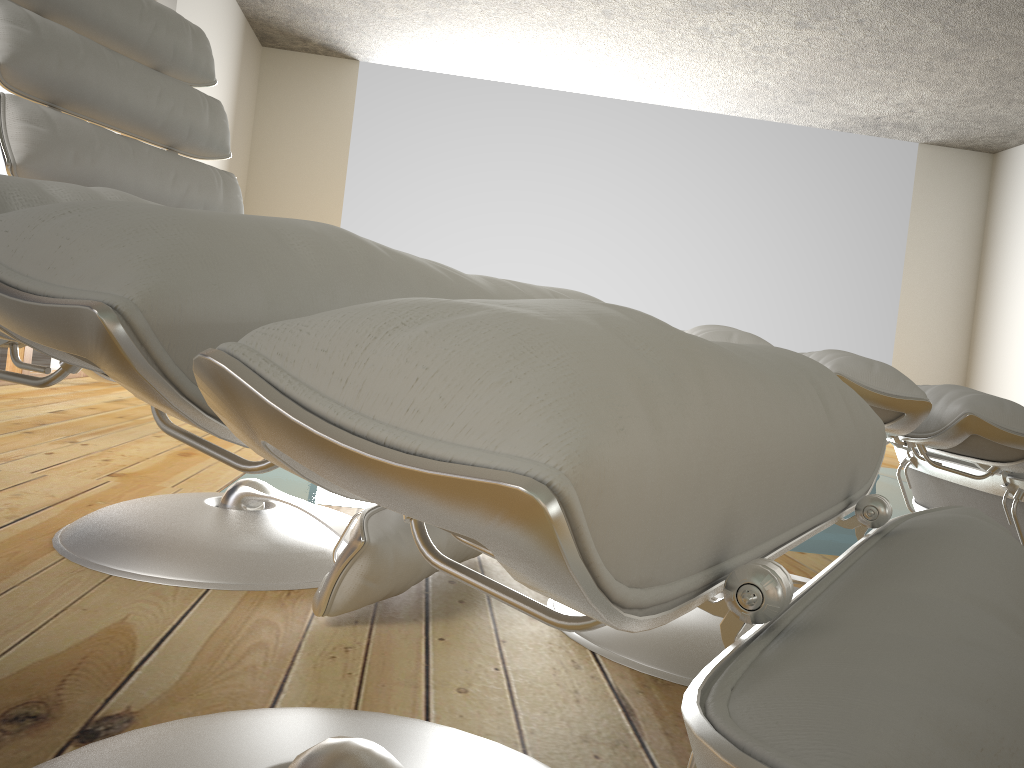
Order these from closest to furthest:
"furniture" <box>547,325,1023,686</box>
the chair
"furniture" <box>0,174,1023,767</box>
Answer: "furniture" <box>0,174,1023,767</box> < "furniture" <box>547,325,1023,686</box> < the chair

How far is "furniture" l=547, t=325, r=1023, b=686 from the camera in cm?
103

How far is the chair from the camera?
1.2 meters

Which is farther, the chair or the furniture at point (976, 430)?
the chair

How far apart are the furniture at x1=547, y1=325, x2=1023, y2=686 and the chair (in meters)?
0.17

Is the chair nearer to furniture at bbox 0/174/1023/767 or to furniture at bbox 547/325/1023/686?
furniture at bbox 547/325/1023/686

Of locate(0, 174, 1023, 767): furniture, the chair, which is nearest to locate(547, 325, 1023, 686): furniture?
the chair

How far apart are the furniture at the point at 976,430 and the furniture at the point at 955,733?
0.38m

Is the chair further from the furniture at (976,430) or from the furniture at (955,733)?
the furniture at (955,733)

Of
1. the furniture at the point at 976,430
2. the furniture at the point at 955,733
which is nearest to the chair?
the furniture at the point at 976,430
